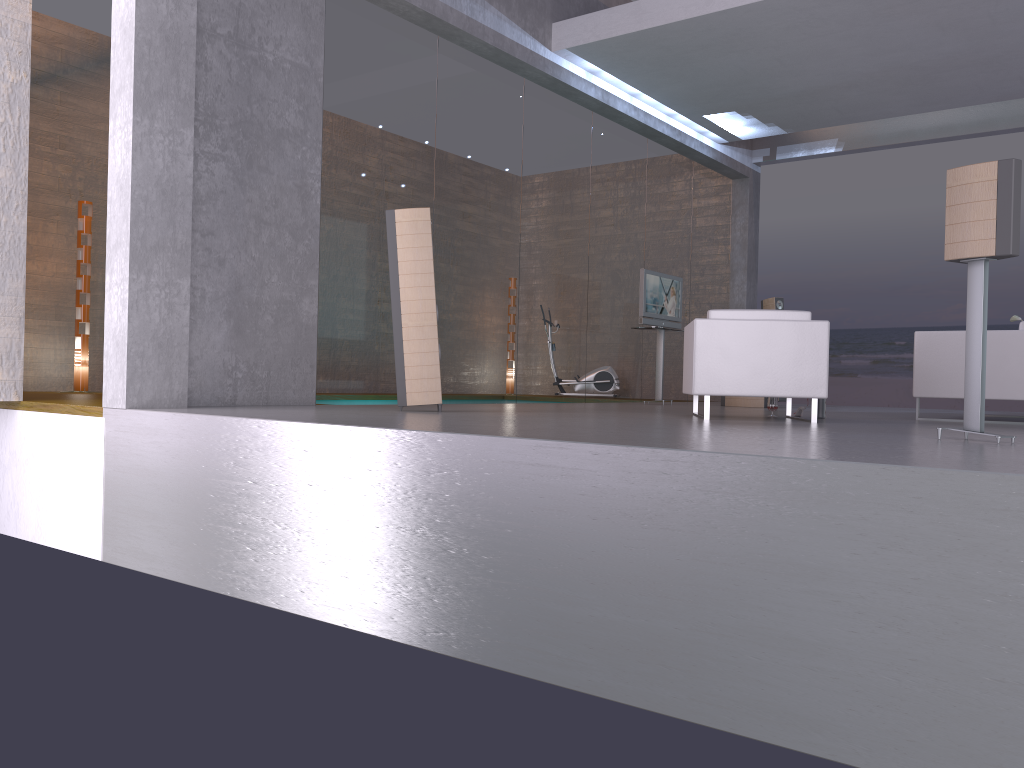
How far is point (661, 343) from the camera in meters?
10.7 m

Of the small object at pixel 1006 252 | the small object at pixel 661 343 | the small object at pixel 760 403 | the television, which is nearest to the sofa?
the small object at pixel 1006 252

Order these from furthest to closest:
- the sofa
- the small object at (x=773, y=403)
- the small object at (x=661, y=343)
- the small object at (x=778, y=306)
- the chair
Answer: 1. the small object at (x=778, y=306)
2. the small object at (x=661, y=343)
3. the small object at (x=773, y=403)
4. the sofa
5. the chair

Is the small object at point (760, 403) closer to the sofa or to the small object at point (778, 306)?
the small object at point (778, 306)

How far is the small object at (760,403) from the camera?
10.3m

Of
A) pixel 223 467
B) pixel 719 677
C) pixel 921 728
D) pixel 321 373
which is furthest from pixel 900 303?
pixel 921 728

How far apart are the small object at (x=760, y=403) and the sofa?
3.0m

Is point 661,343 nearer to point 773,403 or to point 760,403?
point 760,403

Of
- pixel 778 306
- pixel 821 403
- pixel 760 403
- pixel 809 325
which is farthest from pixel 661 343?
pixel 809 325

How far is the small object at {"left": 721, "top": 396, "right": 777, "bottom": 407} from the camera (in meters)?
10.34
